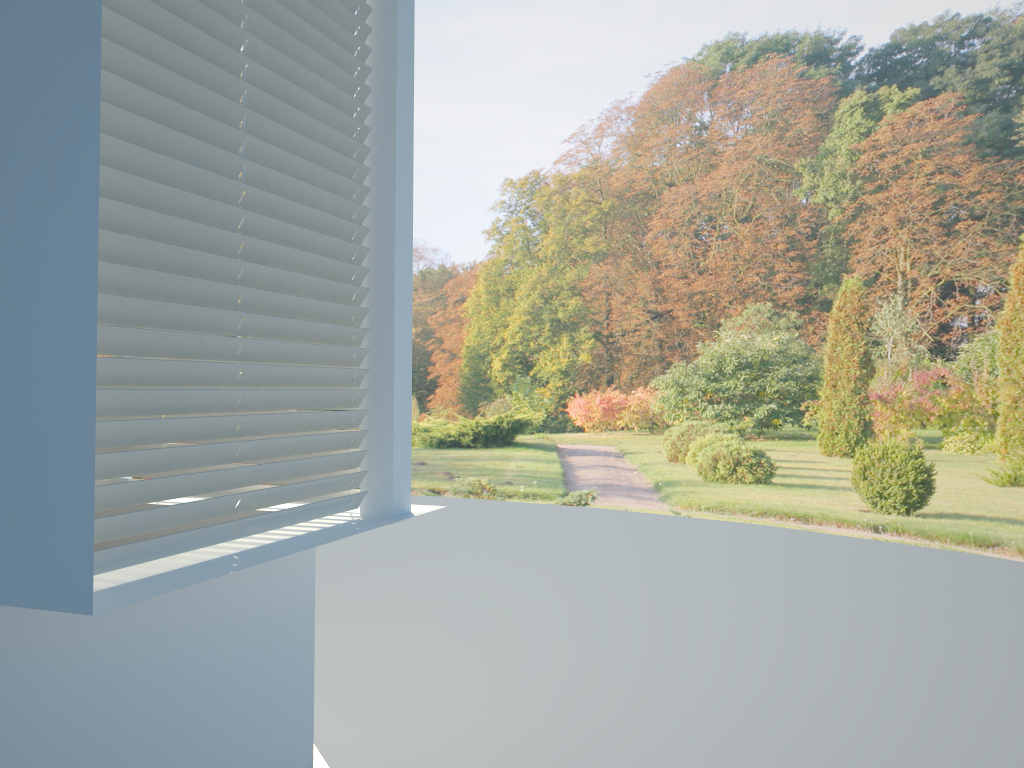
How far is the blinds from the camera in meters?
1.7 m

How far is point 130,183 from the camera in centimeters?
174cm

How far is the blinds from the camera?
1.7m
